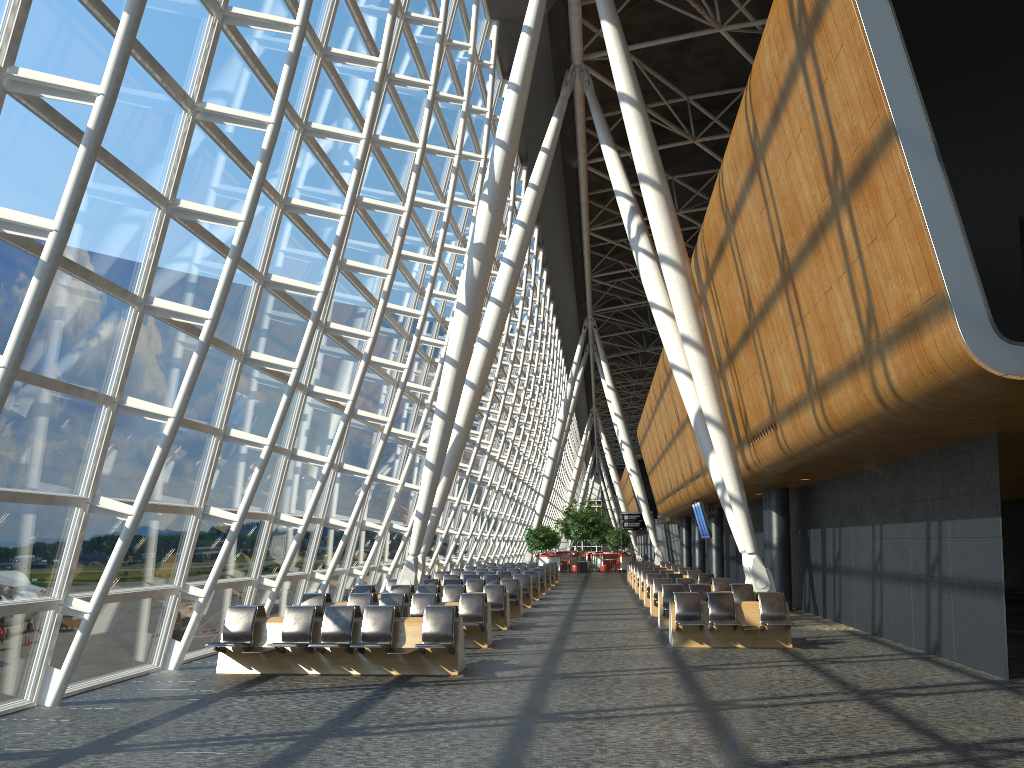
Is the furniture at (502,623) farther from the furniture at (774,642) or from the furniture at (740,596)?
the furniture at (774,642)

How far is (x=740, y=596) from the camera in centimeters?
1693cm

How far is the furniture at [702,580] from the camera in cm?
2285

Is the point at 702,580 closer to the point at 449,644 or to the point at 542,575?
the point at 542,575

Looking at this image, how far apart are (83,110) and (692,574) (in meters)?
21.45

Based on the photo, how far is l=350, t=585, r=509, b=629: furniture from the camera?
17.0m

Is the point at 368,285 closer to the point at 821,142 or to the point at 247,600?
the point at 247,600

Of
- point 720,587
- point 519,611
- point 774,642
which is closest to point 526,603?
point 519,611

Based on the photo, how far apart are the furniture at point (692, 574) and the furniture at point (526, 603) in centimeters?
445cm

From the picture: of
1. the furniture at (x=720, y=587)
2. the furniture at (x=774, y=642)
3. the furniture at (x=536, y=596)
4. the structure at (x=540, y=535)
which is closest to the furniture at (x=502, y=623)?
the furniture at (x=774, y=642)
